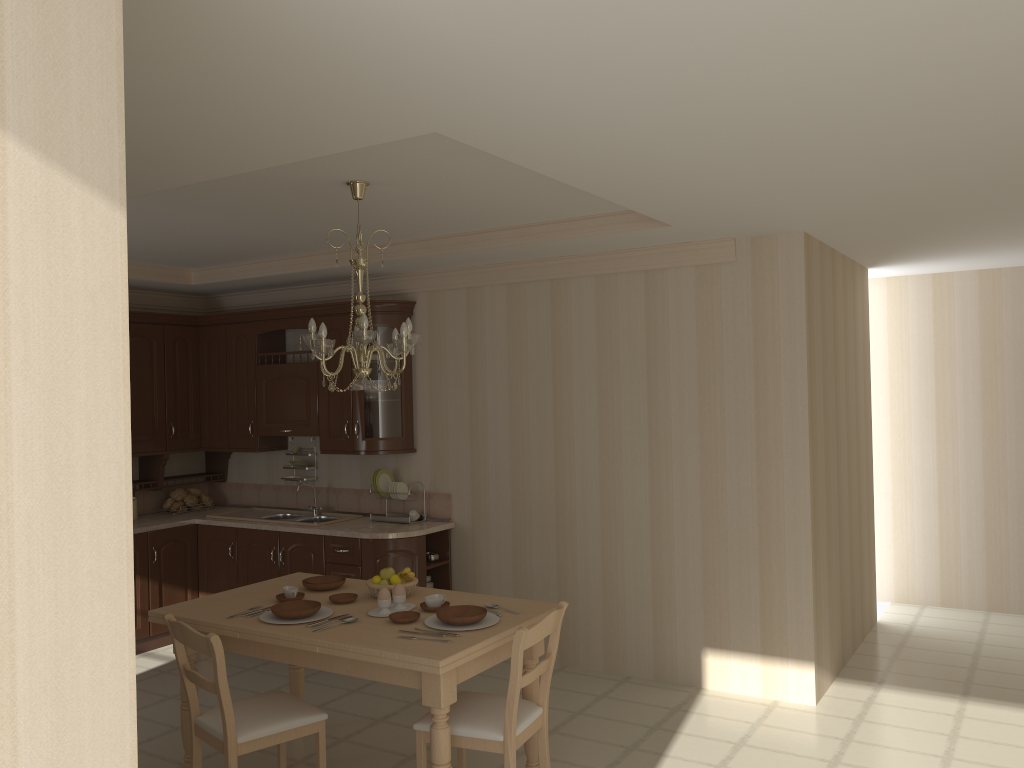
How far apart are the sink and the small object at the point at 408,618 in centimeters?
246cm

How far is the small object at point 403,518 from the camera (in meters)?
5.82

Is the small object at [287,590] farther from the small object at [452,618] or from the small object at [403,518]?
the small object at [403,518]

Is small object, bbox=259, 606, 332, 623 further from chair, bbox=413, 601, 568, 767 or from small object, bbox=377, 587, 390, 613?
chair, bbox=413, 601, 568, 767

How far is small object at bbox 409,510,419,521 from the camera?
5.9 meters

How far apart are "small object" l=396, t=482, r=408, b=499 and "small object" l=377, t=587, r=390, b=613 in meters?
2.2

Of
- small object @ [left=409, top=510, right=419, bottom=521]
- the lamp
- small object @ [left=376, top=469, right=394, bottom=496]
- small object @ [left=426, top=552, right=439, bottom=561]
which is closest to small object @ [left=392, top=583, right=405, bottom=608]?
the lamp

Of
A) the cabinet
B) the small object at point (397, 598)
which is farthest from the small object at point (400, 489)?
the small object at point (397, 598)

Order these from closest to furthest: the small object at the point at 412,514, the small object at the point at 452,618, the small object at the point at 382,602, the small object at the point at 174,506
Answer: the small object at the point at 452,618 < the small object at the point at 382,602 < the small object at the point at 412,514 < the small object at the point at 174,506

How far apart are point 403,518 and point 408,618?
2.3m
